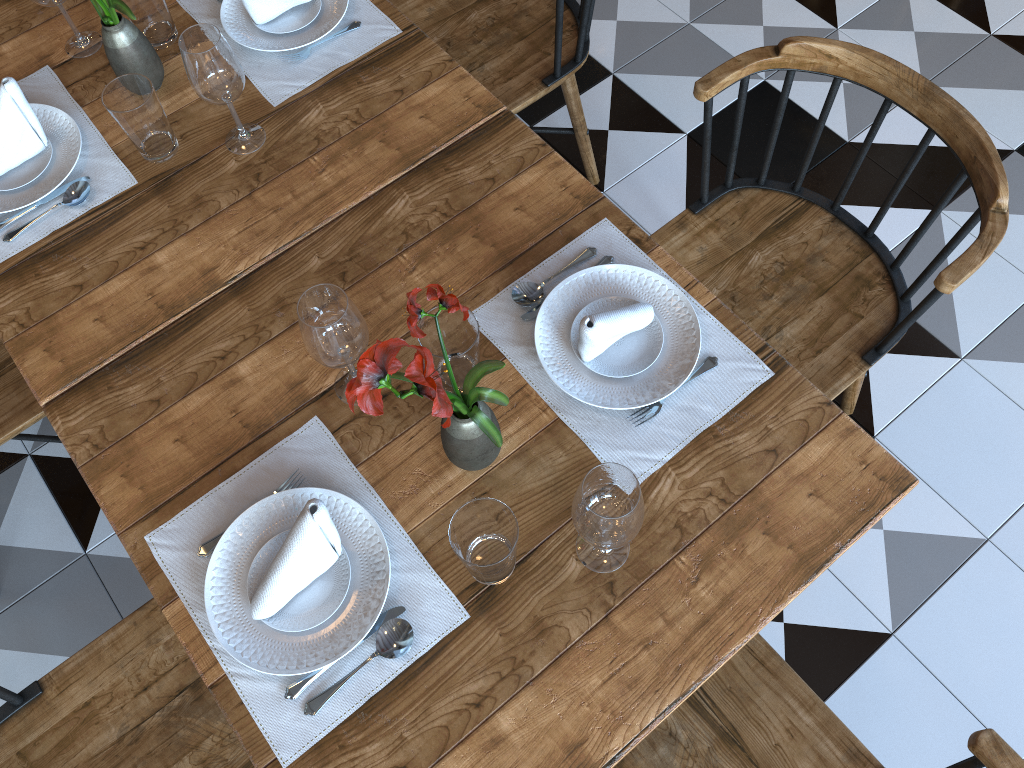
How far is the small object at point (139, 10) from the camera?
Answer: 1.5m

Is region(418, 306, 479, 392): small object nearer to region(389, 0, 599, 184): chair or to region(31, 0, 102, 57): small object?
region(389, 0, 599, 184): chair

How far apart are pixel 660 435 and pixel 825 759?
0.5 meters

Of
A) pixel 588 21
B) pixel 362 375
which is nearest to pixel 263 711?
pixel 362 375

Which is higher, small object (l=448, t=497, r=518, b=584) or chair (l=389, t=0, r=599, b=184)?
small object (l=448, t=497, r=518, b=584)

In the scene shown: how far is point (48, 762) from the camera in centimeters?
132cm

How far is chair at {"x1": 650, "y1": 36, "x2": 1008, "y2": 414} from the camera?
1.4 meters

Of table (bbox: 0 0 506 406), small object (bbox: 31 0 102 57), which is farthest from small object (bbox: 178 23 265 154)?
small object (bbox: 31 0 102 57)

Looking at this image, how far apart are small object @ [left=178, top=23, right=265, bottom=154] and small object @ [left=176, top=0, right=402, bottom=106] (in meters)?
0.06

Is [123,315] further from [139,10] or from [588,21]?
[588,21]
